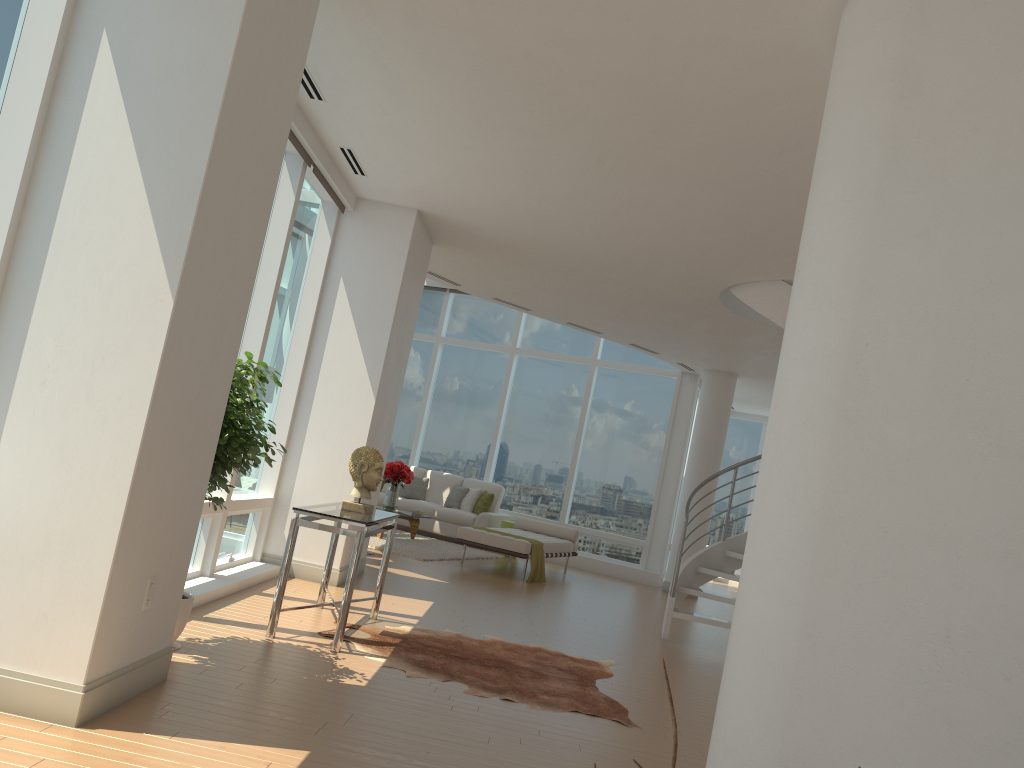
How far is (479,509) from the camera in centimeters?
1392cm

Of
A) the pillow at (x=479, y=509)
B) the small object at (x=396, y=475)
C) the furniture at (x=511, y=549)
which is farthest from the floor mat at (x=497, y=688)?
the pillow at (x=479, y=509)

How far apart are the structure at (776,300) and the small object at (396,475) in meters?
4.8

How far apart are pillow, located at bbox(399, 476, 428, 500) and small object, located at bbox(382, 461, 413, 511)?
1.91m

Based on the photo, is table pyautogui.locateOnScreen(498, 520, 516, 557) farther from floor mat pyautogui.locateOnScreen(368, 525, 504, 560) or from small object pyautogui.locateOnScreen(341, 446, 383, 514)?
small object pyautogui.locateOnScreen(341, 446, 383, 514)

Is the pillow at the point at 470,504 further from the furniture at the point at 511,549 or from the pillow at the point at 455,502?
the furniture at the point at 511,549

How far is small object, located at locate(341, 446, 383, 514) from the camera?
5.9 meters

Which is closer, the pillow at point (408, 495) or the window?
the window

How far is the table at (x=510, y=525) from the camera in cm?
1345

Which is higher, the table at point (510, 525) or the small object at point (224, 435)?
the small object at point (224, 435)
